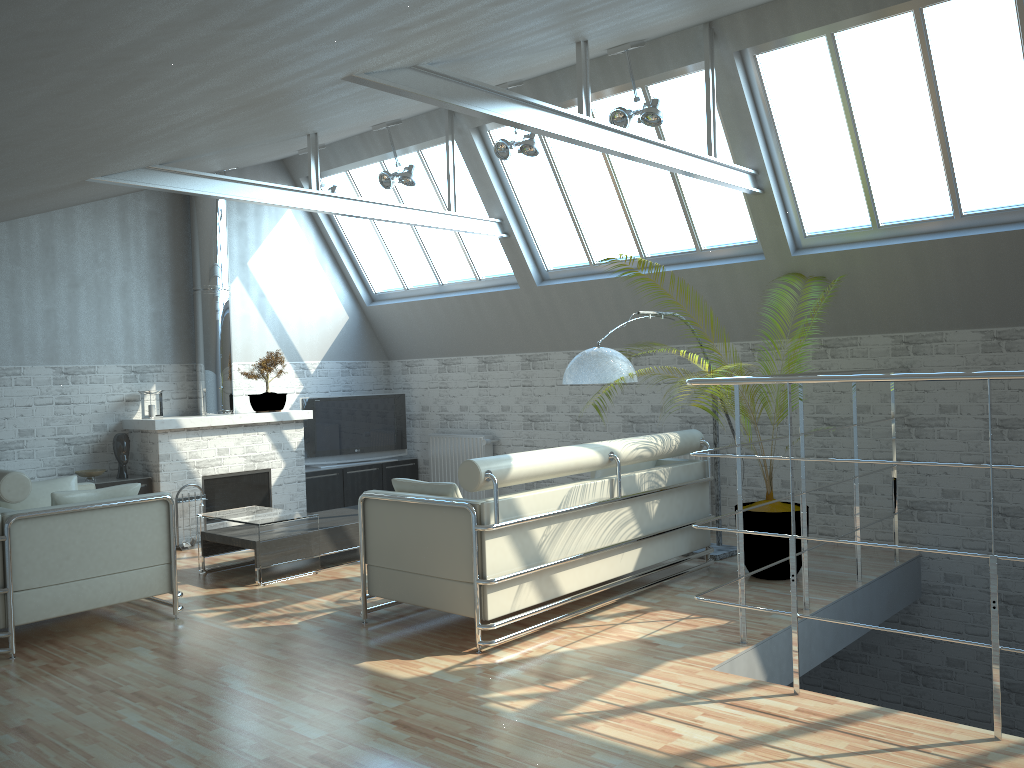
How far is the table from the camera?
12.60m

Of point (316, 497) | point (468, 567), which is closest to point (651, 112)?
point (468, 567)

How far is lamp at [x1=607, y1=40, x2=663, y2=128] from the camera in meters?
12.1 m

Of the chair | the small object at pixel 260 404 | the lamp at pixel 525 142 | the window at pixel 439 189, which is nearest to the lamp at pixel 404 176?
the window at pixel 439 189

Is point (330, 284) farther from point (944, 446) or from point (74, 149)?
point (944, 446)

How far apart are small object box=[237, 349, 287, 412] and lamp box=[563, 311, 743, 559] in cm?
779

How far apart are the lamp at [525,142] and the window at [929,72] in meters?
3.3 m

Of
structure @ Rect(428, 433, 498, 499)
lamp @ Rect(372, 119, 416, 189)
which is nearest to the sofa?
structure @ Rect(428, 433, 498, 499)

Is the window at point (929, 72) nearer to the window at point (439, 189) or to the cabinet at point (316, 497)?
the window at point (439, 189)

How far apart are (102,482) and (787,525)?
11.1 meters
